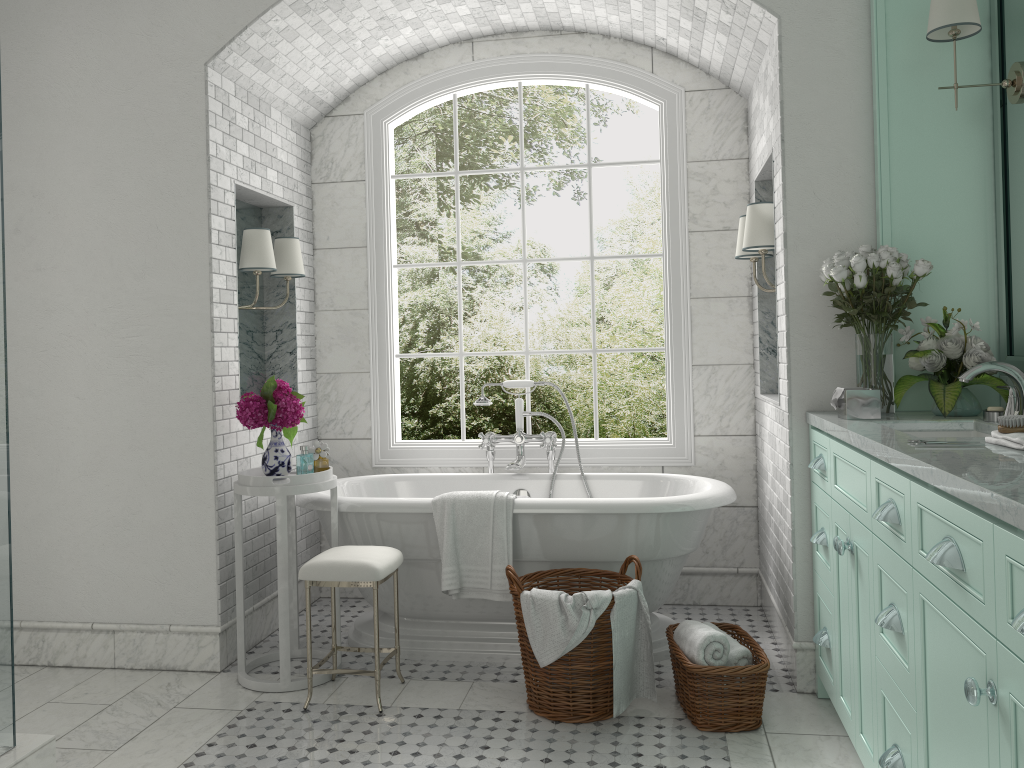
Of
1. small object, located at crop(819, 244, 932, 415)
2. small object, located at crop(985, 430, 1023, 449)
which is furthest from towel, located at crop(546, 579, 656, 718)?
small object, located at crop(985, 430, 1023, 449)

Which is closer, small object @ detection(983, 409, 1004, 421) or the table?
small object @ detection(983, 409, 1004, 421)

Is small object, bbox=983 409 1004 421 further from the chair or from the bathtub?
the chair

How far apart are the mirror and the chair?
2.51m

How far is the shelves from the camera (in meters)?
3.40

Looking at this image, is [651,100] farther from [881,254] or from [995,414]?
[995,414]

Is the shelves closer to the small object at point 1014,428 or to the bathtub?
the bathtub

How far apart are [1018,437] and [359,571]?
2.37m

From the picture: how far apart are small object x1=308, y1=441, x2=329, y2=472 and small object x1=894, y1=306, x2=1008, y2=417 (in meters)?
2.41

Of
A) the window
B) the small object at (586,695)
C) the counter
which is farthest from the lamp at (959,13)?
the small object at (586,695)
